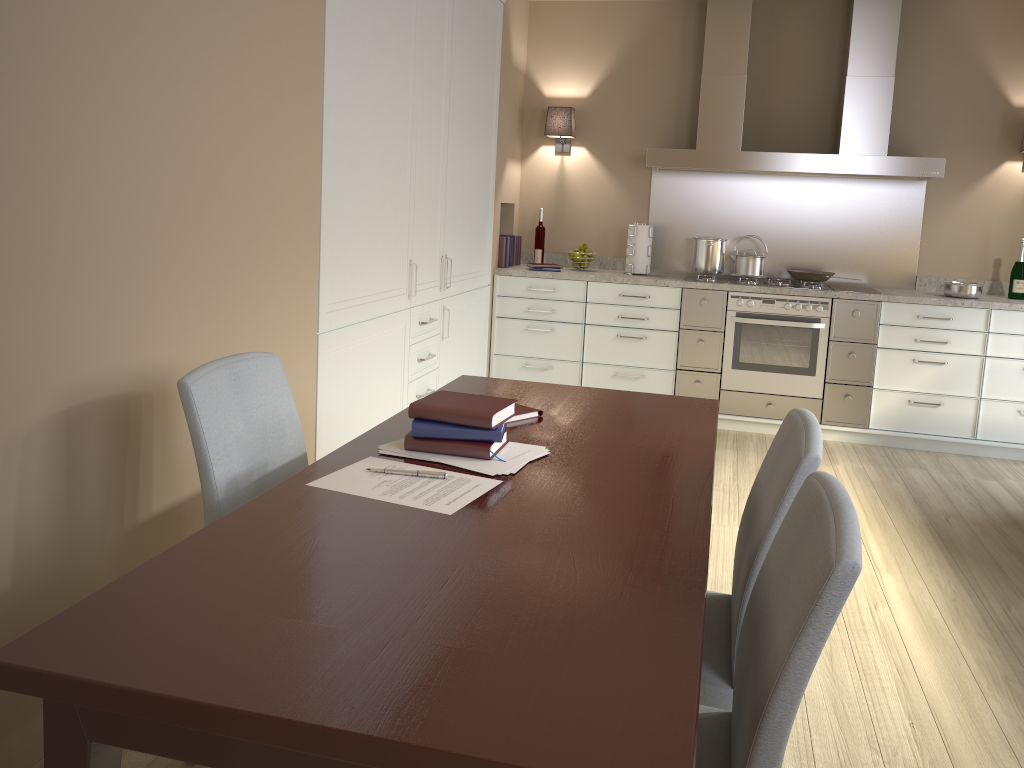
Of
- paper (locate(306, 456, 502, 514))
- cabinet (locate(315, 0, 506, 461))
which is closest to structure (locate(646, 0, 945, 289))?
cabinet (locate(315, 0, 506, 461))

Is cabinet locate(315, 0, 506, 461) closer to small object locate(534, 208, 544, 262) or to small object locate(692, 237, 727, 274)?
small object locate(534, 208, 544, 262)

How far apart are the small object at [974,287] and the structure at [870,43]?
0.3m

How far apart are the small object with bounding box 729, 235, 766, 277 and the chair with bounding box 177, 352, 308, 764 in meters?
3.5 m

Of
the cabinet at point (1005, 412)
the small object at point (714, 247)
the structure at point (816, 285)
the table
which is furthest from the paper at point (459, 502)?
the small object at point (714, 247)

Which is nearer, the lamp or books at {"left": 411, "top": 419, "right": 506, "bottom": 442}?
books at {"left": 411, "top": 419, "right": 506, "bottom": 442}

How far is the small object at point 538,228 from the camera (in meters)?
5.36

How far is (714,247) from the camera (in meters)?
5.04

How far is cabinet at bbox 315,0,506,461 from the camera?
3.04m

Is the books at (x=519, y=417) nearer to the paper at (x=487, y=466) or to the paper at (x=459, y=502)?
the paper at (x=487, y=466)
